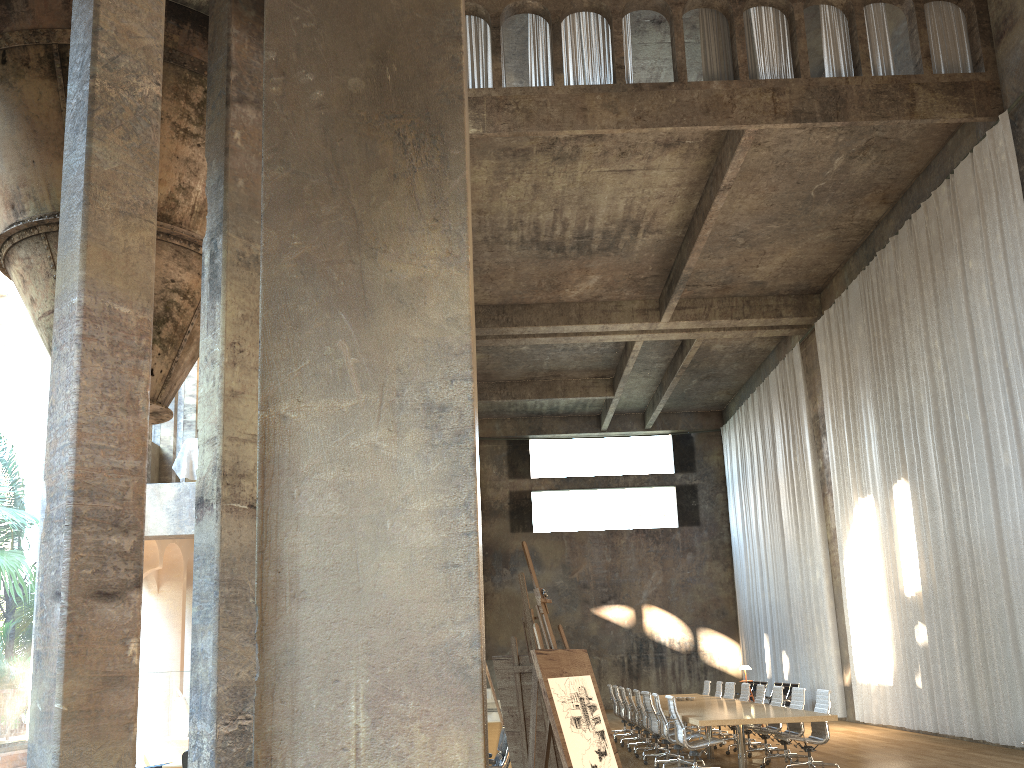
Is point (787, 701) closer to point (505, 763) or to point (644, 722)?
point (644, 722)

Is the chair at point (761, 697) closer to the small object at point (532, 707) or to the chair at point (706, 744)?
the chair at point (706, 744)

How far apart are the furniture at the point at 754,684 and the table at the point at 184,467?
15.4m

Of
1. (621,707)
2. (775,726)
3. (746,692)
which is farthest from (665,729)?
(621,707)

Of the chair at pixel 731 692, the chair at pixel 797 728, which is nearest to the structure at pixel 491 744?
the chair at pixel 797 728

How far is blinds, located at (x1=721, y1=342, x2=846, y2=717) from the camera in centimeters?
1960cm

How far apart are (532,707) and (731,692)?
10.00m

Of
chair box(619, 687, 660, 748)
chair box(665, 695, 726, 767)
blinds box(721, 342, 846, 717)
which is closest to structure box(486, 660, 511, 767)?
chair box(665, 695, 726, 767)

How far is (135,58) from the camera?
4.3 meters

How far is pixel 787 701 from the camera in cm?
1887
